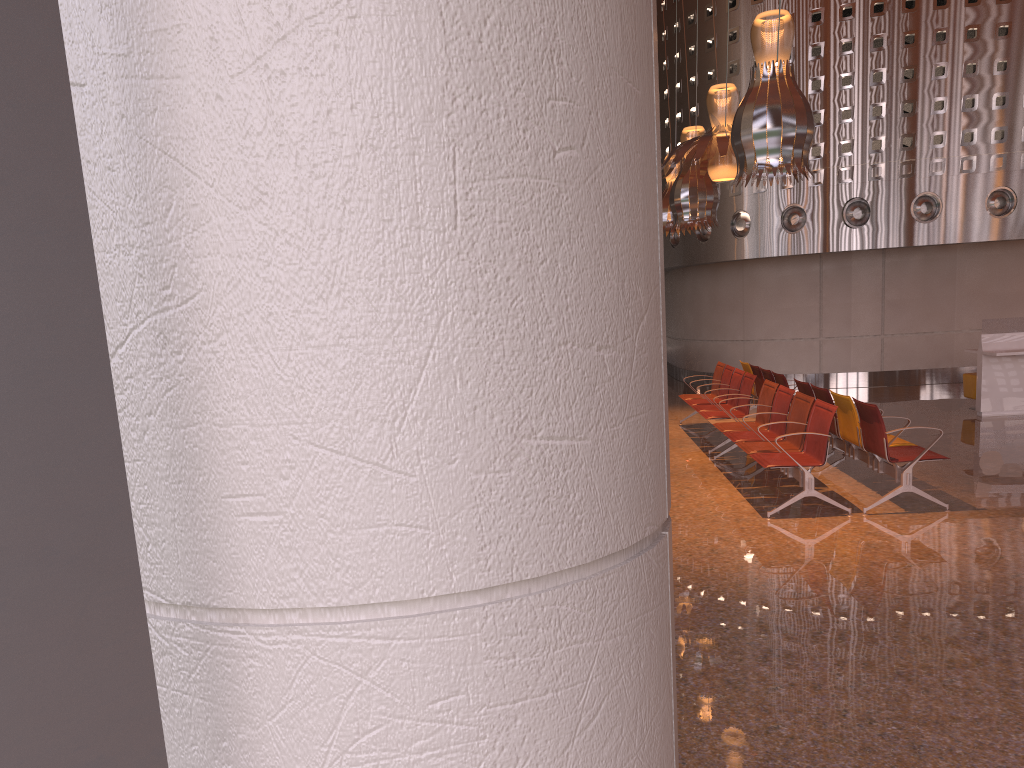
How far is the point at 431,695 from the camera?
1.2 meters
